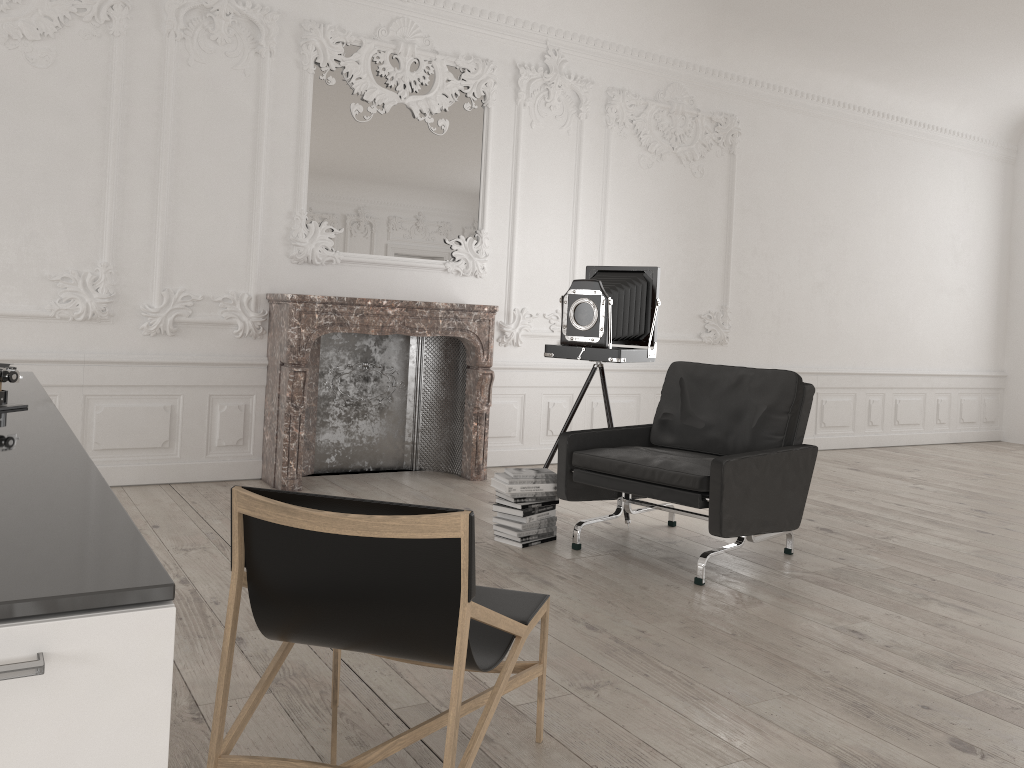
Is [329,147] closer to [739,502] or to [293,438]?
[293,438]

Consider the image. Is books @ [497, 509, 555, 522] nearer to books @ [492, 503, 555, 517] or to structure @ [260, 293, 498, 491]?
books @ [492, 503, 555, 517]

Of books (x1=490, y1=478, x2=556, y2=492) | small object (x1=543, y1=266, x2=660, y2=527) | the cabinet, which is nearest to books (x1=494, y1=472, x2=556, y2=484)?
books (x1=490, y1=478, x2=556, y2=492)

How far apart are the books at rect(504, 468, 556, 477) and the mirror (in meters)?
2.31

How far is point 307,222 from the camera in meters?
6.0 m

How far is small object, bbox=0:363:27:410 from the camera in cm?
211

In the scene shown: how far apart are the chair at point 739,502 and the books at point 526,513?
0.2 meters

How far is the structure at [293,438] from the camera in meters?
5.6 m

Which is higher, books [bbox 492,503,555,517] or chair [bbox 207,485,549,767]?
chair [bbox 207,485,549,767]

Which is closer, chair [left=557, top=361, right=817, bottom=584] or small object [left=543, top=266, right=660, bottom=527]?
chair [left=557, top=361, right=817, bottom=584]
